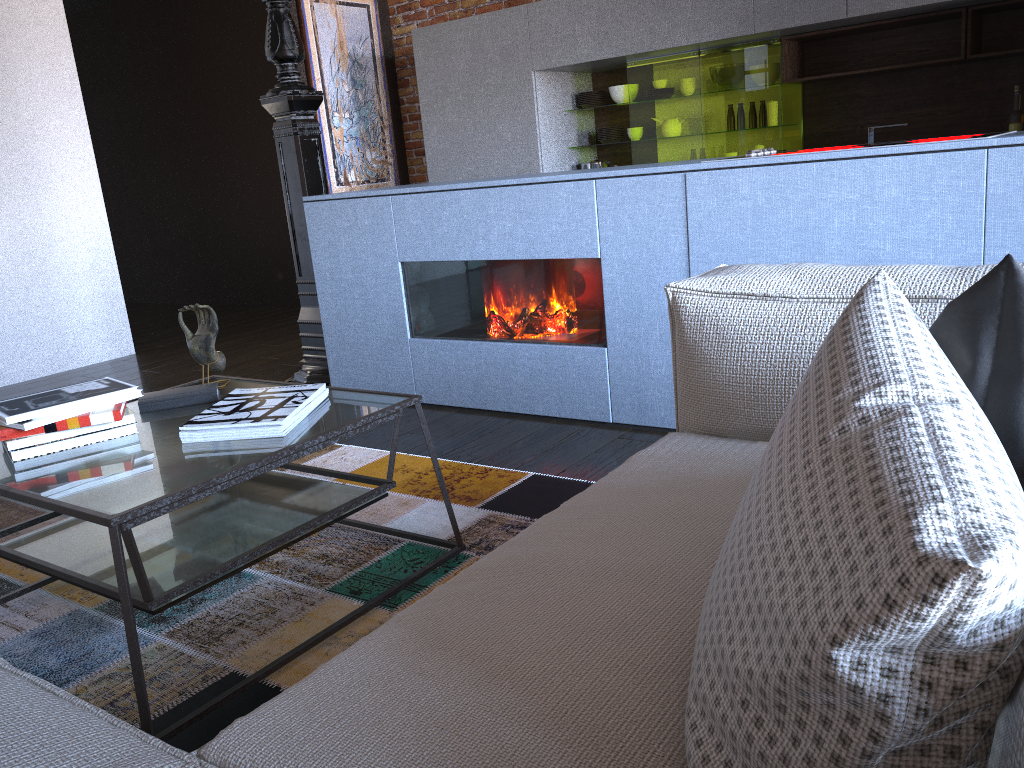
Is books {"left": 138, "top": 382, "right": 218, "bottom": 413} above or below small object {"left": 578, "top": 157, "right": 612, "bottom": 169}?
below

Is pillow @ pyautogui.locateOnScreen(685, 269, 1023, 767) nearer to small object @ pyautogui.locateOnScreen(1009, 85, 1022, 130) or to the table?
the table

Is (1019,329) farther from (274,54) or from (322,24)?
(322,24)

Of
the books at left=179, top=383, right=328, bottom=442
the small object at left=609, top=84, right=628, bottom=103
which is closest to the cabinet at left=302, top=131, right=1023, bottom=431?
the books at left=179, top=383, right=328, bottom=442

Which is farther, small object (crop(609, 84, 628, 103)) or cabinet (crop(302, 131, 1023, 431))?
small object (crop(609, 84, 628, 103))

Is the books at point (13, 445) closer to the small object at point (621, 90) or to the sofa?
the sofa

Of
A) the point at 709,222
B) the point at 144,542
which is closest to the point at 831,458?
the point at 144,542

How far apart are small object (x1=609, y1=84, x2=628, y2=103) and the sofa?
4.12m

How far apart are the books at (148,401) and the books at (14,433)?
0.14m

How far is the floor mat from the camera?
1.7m
